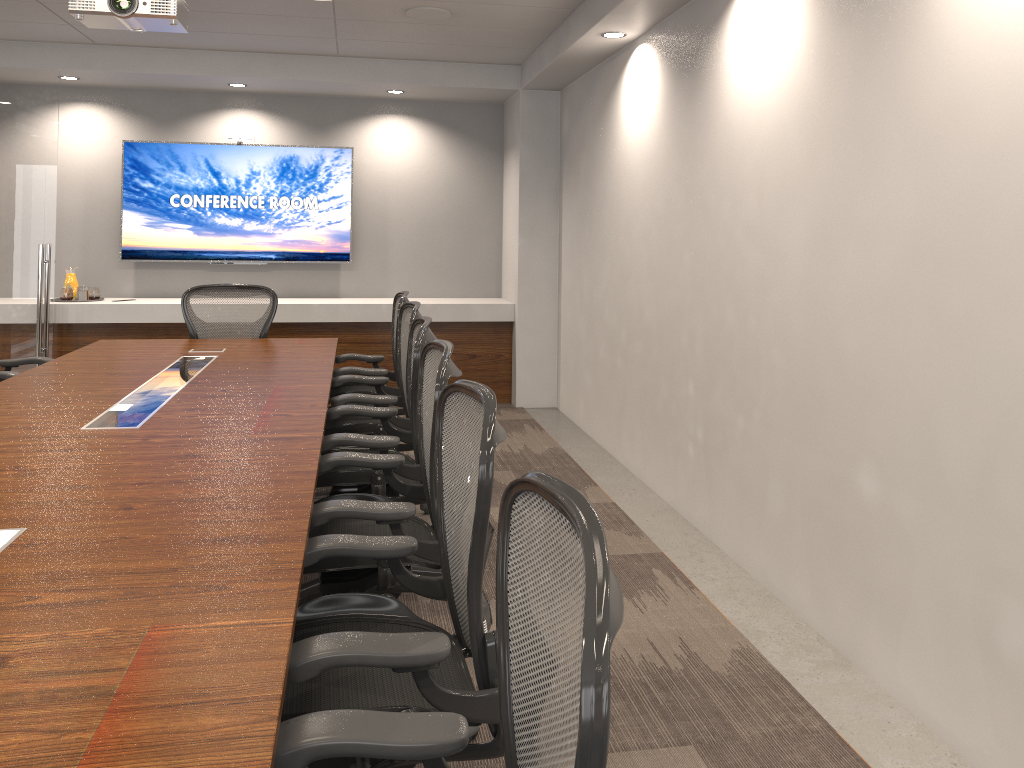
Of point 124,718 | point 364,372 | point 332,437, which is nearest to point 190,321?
point 364,372

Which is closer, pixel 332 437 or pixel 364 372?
pixel 332 437

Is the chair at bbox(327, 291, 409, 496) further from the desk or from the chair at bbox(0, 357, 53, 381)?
the chair at bbox(0, 357, 53, 381)

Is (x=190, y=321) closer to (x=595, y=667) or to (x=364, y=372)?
(x=364, y=372)

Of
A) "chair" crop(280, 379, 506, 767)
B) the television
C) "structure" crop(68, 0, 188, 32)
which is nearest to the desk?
"chair" crop(280, 379, 506, 767)

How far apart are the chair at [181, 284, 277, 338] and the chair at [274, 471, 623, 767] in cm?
444

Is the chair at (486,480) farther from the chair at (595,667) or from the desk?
the chair at (595,667)

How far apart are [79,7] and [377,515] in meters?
2.8 m

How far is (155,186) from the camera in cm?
719

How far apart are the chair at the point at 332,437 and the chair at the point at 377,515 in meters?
0.2 m
